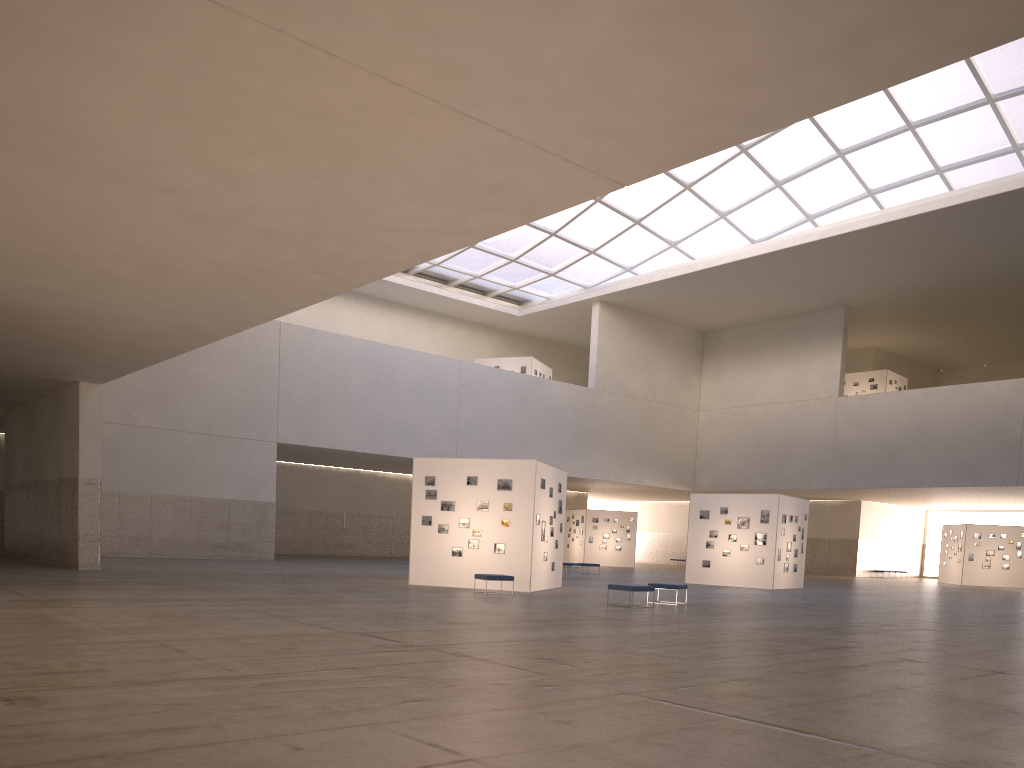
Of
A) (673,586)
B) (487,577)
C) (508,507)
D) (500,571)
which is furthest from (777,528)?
(487,577)

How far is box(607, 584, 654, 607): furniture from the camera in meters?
24.4 m

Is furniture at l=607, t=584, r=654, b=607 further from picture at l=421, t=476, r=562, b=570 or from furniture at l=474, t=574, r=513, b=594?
picture at l=421, t=476, r=562, b=570

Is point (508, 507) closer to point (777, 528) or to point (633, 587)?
point (633, 587)

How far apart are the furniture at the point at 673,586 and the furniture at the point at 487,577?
4.9m

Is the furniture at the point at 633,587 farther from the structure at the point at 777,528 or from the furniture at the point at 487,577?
the structure at the point at 777,528

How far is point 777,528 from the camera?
40.9 meters

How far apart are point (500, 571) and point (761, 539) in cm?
1694

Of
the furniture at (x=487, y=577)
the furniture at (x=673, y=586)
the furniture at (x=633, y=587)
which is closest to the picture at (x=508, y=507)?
the furniture at (x=487, y=577)

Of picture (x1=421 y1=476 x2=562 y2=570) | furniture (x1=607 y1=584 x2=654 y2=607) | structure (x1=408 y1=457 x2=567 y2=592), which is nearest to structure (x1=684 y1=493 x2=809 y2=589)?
structure (x1=408 y1=457 x2=567 y2=592)
